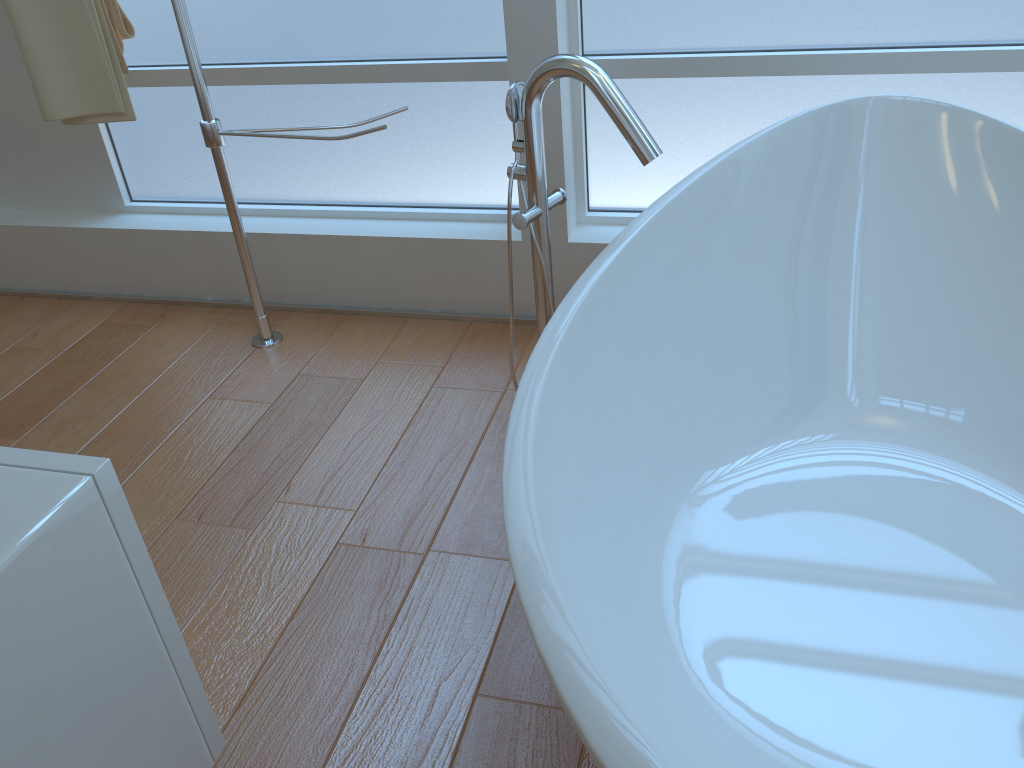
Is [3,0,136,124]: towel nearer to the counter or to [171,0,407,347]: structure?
[171,0,407,347]: structure

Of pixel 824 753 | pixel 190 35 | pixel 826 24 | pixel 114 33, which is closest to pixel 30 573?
pixel 824 753

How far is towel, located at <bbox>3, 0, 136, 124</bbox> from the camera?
2.03m

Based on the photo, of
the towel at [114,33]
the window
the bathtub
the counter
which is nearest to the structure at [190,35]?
the towel at [114,33]

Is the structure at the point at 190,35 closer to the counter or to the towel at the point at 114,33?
the towel at the point at 114,33

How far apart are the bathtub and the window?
0.2m

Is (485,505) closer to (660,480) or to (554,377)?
(660,480)

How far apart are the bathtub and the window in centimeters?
20cm

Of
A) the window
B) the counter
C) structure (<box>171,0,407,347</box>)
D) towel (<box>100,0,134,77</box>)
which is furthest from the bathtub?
towel (<box>100,0,134,77</box>)

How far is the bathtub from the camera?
1.22m
